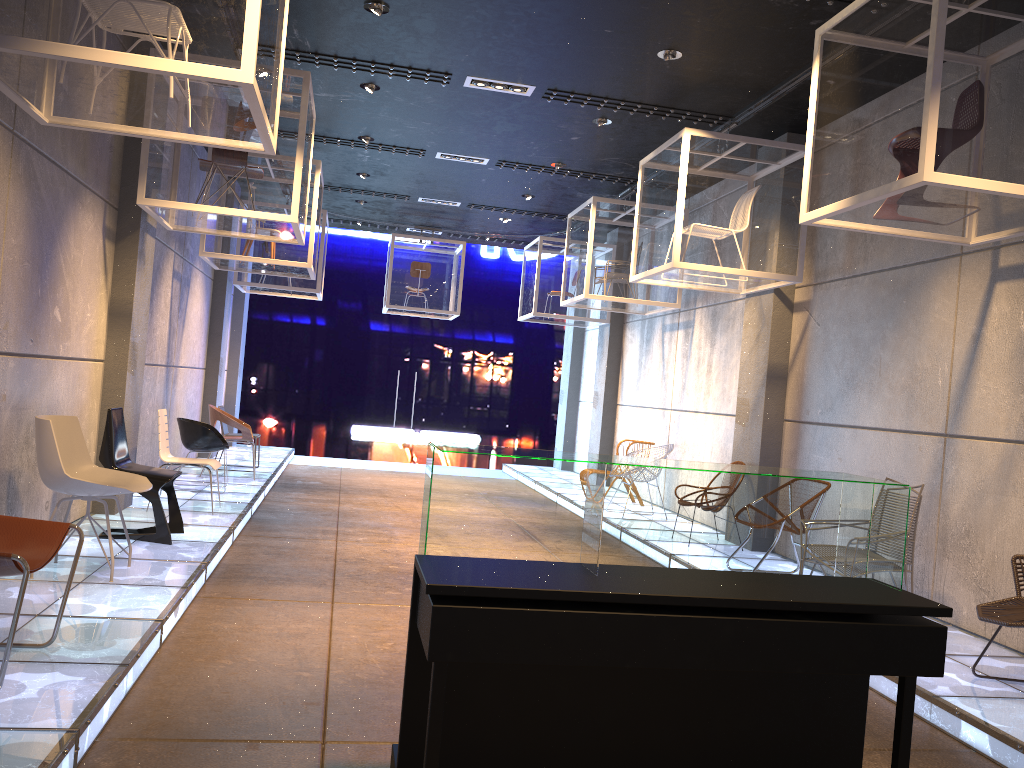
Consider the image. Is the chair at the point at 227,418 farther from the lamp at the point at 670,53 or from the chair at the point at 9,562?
the chair at the point at 9,562

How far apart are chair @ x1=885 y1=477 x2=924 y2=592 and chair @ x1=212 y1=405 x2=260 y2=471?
8.3m

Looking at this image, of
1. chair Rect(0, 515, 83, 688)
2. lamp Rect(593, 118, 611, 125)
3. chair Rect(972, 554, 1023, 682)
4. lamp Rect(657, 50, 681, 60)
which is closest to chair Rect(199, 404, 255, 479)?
lamp Rect(593, 118, 611, 125)

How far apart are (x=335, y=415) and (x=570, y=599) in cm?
2230

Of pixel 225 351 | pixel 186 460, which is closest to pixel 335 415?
pixel 225 351

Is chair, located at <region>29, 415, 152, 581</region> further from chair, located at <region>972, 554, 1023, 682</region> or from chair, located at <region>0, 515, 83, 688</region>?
chair, located at <region>972, 554, 1023, 682</region>

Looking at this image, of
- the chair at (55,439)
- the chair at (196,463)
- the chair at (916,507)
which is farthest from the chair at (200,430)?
the chair at (916,507)

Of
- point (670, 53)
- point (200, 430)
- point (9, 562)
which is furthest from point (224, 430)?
point (9, 562)

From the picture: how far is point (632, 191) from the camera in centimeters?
1083cm

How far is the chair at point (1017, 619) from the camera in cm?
417
